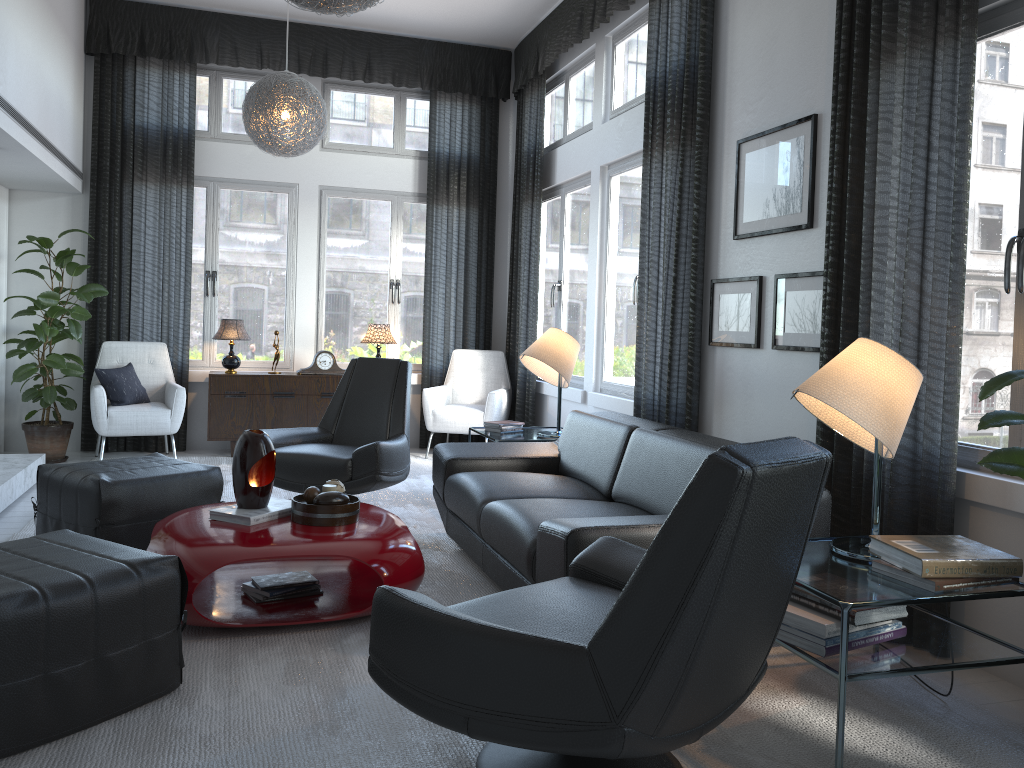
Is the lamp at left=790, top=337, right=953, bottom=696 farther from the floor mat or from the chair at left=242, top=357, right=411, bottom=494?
the chair at left=242, top=357, right=411, bottom=494

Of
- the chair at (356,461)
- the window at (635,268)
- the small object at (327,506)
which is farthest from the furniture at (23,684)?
the window at (635,268)

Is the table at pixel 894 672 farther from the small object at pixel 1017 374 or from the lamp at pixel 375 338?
the lamp at pixel 375 338

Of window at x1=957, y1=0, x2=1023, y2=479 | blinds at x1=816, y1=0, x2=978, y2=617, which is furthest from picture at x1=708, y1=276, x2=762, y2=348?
window at x1=957, y1=0, x2=1023, y2=479

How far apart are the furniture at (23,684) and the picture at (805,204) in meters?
2.7

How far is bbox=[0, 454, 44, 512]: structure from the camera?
4.5m

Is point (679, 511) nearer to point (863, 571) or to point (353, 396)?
point (863, 571)

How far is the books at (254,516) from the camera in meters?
3.1

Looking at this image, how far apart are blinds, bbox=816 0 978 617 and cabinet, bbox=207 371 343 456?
4.1m

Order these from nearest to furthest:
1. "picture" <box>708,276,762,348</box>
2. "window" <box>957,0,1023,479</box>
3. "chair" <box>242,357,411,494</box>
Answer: "window" <box>957,0,1023,479</box> → "picture" <box>708,276,762,348</box> → "chair" <box>242,357,411,494</box>
